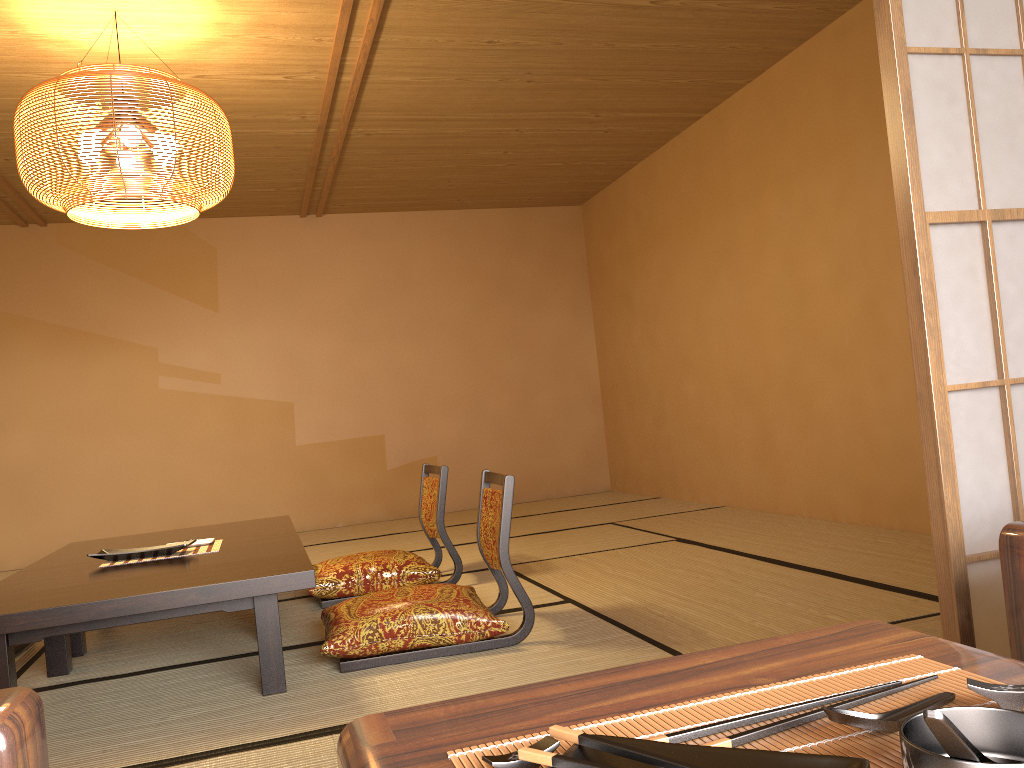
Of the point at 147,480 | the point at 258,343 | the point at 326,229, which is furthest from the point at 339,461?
the point at 326,229

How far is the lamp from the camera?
3.2 meters

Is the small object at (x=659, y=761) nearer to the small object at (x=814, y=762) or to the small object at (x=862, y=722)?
the small object at (x=814, y=762)

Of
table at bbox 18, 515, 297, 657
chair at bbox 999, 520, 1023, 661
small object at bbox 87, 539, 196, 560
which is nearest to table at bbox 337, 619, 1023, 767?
chair at bbox 999, 520, 1023, 661

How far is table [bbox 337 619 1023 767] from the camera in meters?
0.7 m

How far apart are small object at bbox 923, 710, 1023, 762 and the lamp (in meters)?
3.31

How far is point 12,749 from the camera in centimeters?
73cm

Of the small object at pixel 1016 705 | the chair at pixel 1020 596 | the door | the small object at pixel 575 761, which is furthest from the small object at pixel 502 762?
the door

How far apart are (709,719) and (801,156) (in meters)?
4.56

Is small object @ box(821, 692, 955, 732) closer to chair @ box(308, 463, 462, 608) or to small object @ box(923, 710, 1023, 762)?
small object @ box(923, 710, 1023, 762)
